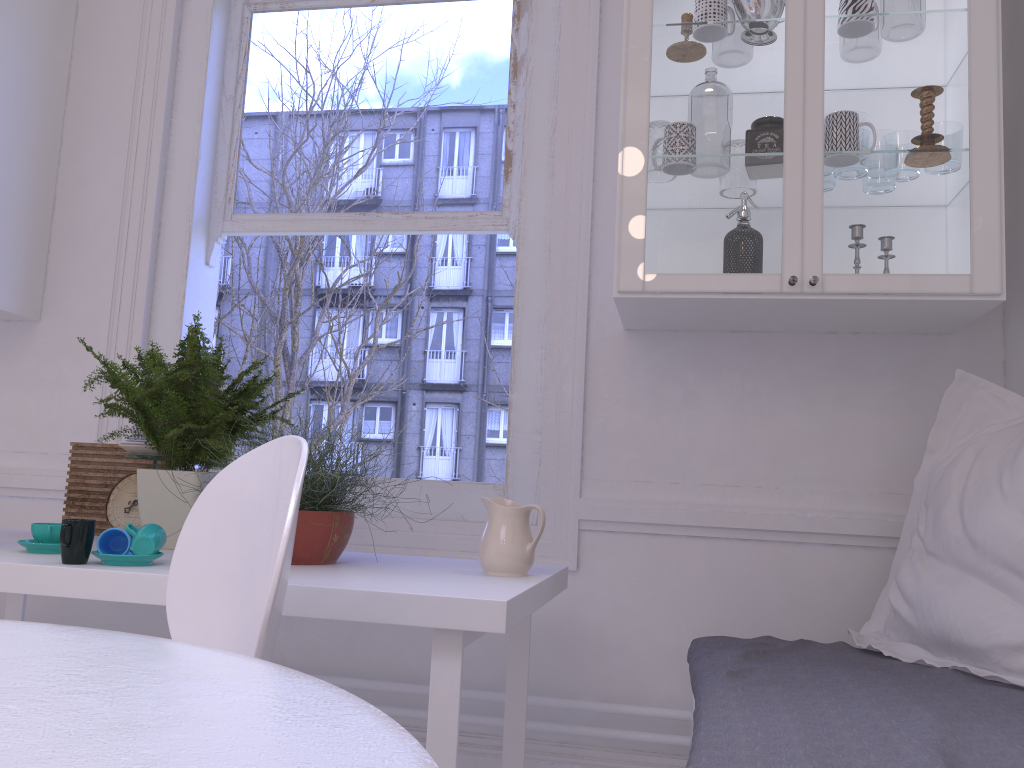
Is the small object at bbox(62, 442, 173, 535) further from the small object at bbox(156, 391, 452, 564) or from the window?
the small object at bbox(156, 391, 452, 564)

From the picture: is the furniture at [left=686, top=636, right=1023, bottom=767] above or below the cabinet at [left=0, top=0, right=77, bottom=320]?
below

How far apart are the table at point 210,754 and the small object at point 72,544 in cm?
70

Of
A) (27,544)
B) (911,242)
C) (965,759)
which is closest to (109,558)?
(27,544)

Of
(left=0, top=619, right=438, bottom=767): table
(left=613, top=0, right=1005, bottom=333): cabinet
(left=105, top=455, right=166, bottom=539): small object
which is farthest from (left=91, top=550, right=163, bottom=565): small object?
(left=613, top=0, right=1005, bottom=333): cabinet

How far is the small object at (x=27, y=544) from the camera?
1.7 meters

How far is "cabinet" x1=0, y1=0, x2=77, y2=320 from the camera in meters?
2.6 m

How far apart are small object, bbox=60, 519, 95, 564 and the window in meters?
1.0 m

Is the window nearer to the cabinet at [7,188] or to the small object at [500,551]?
the cabinet at [7,188]

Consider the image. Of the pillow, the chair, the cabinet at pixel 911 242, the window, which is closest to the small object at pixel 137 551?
the chair
